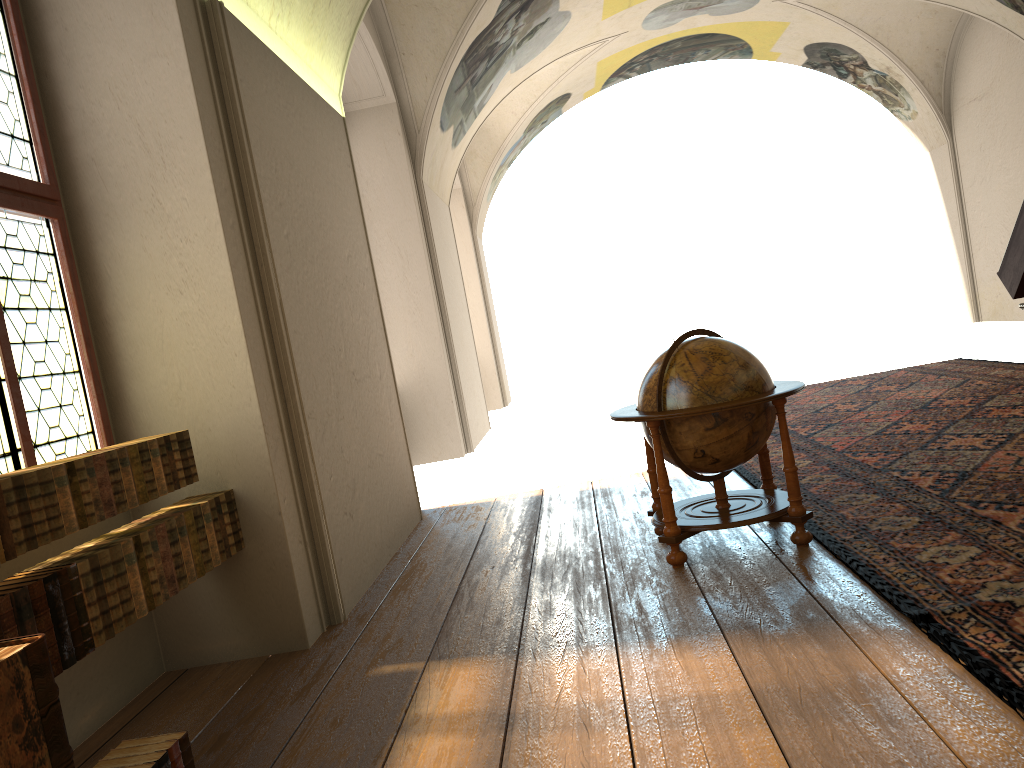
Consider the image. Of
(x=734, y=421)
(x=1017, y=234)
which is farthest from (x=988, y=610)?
(x=1017, y=234)

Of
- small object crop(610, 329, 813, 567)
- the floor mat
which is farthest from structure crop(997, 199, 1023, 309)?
small object crop(610, 329, 813, 567)

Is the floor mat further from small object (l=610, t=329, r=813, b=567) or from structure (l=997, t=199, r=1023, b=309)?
structure (l=997, t=199, r=1023, b=309)

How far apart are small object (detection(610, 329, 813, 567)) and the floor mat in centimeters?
12cm

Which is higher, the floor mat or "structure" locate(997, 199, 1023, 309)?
"structure" locate(997, 199, 1023, 309)

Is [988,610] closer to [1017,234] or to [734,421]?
[734,421]

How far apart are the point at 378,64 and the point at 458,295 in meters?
4.4 m

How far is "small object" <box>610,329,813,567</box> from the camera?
5.46m

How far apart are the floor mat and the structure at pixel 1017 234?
1.2m

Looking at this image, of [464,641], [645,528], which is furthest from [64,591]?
[645,528]
